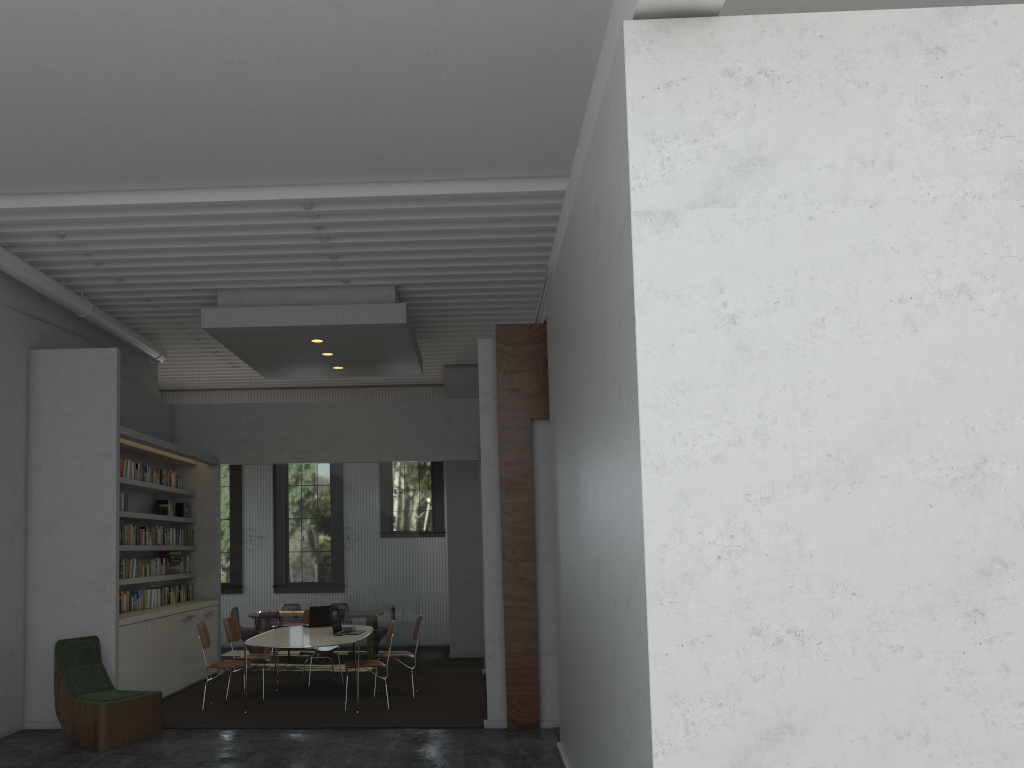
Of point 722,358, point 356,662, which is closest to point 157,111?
point 722,358
